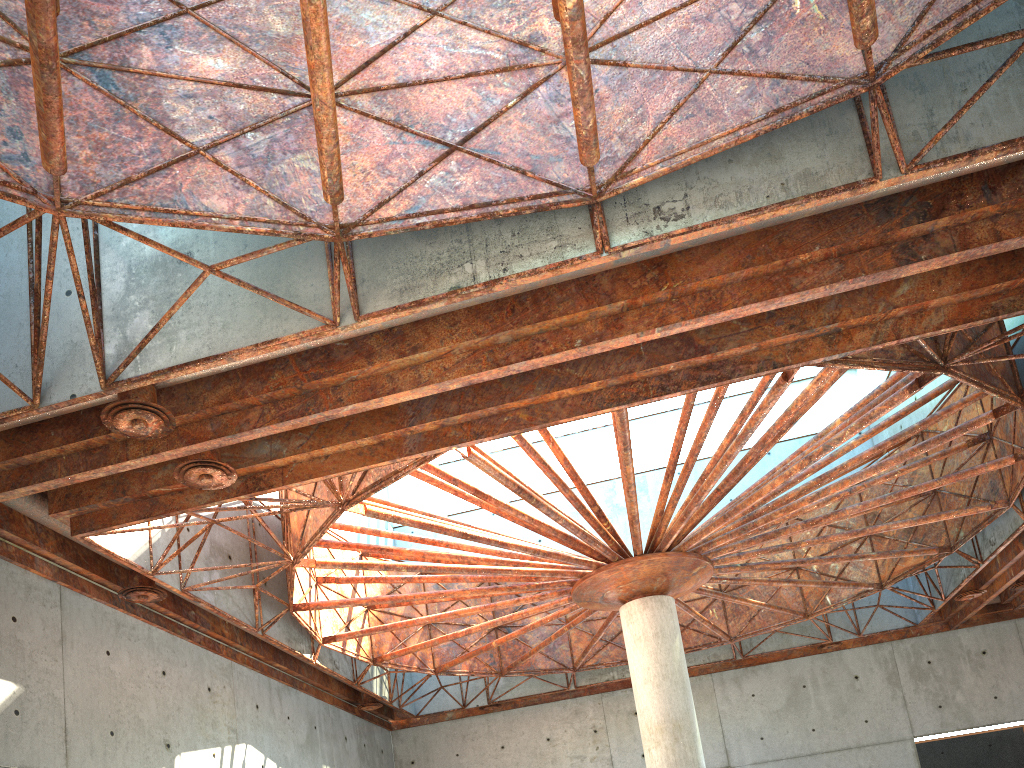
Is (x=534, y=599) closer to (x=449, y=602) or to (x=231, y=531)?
(x=449, y=602)
